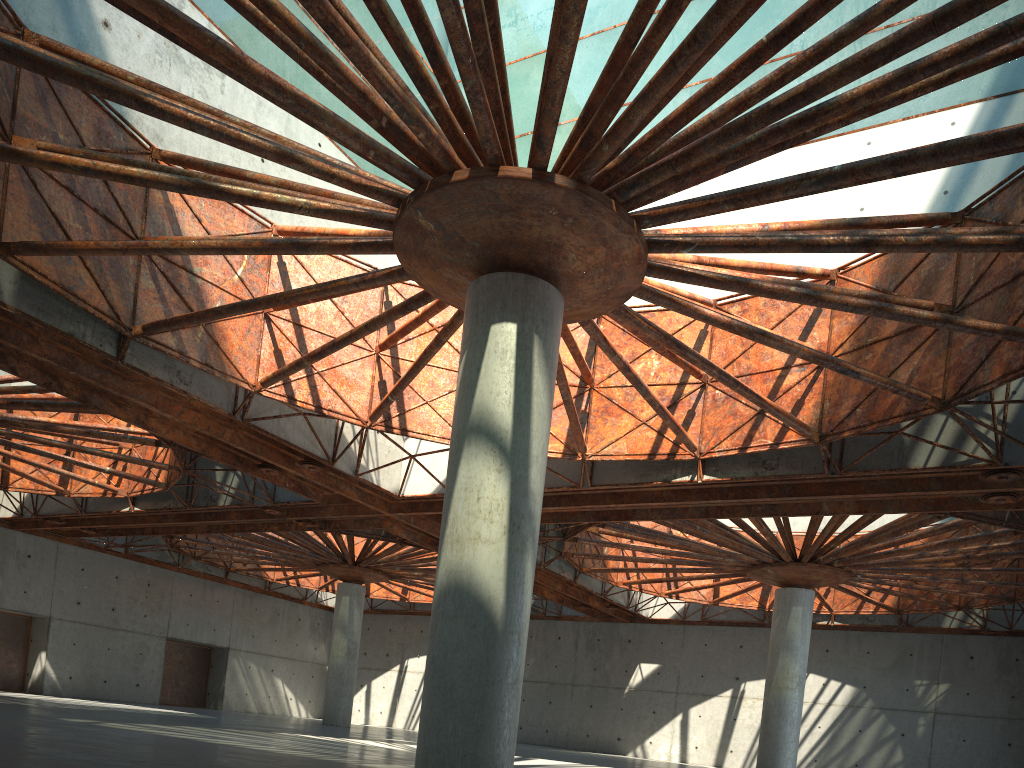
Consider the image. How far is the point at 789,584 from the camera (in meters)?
41.75
